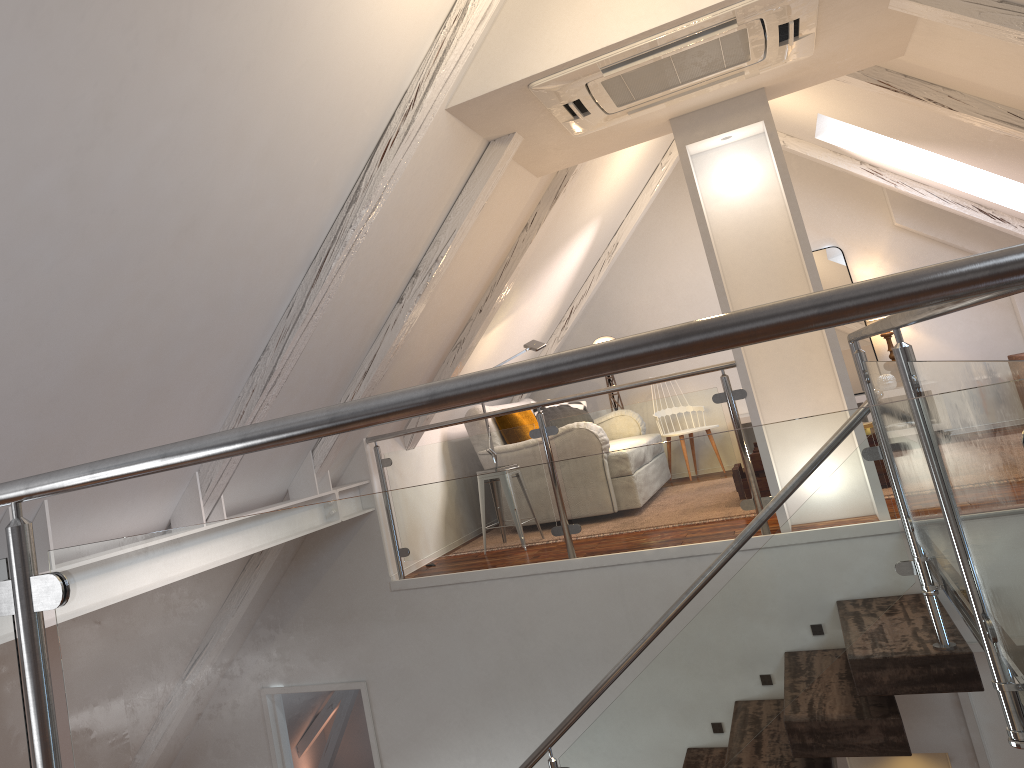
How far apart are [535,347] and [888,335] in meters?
2.8 m

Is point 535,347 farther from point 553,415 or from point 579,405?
point 579,405

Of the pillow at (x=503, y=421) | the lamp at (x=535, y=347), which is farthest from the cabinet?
the lamp at (x=535, y=347)

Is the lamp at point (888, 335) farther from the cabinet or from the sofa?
the sofa

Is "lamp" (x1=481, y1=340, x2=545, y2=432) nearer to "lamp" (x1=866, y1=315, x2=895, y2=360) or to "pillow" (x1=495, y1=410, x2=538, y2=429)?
"pillow" (x1=495, y1=410, x2=538, y2=429)

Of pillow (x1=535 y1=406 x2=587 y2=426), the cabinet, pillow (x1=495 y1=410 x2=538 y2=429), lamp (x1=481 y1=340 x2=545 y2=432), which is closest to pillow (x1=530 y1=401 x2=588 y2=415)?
pillow (x1=535 y1=406 x2=587 y2=426)

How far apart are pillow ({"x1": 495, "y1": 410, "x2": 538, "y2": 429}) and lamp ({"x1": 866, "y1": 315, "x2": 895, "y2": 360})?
2.7m

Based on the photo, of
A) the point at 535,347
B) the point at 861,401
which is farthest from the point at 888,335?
the point at 535,347

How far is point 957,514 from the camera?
0.7m

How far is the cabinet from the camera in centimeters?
611cm
